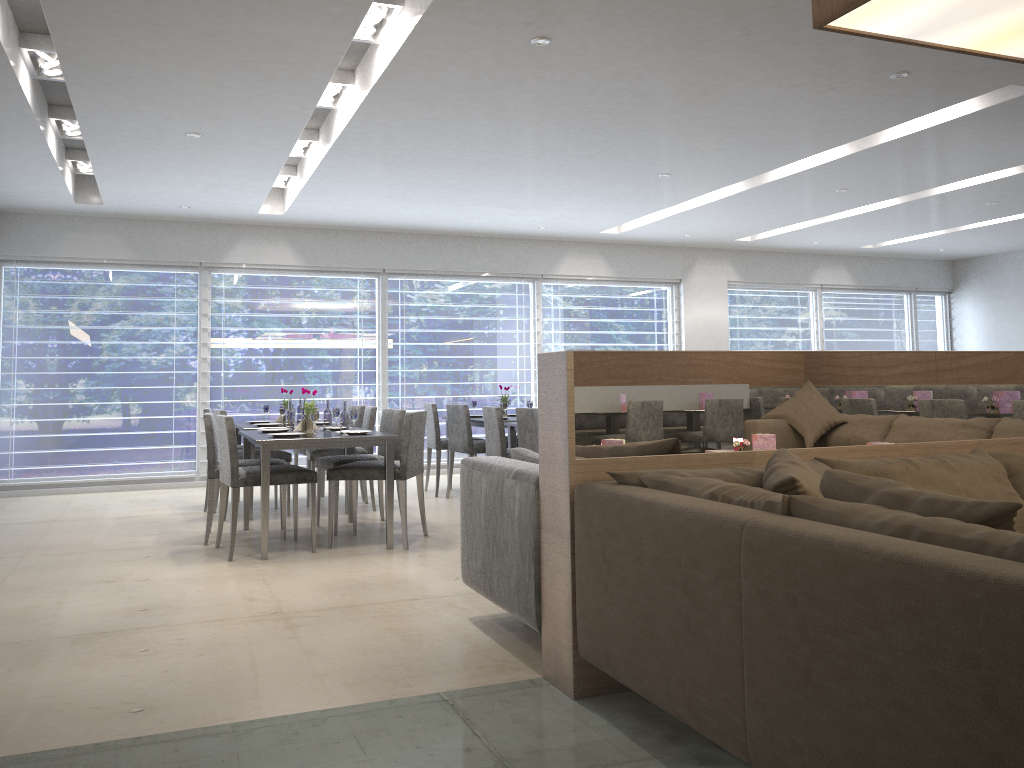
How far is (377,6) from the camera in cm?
401

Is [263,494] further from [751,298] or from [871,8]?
[751,298]

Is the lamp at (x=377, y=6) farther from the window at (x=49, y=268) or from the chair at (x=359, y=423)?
the window at (x=49, y=268)

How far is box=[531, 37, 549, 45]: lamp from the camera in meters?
4.0 m

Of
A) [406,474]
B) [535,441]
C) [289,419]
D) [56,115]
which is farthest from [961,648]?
[56,115]

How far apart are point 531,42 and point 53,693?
3.19m

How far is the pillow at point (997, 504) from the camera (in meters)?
1.61

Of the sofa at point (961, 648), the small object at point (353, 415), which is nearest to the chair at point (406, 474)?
the small object at point (353, 415)

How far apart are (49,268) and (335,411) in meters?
3.9 m

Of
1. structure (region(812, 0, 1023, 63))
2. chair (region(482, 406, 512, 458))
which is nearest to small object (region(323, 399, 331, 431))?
chair (region(482, 406, 512, 458))
